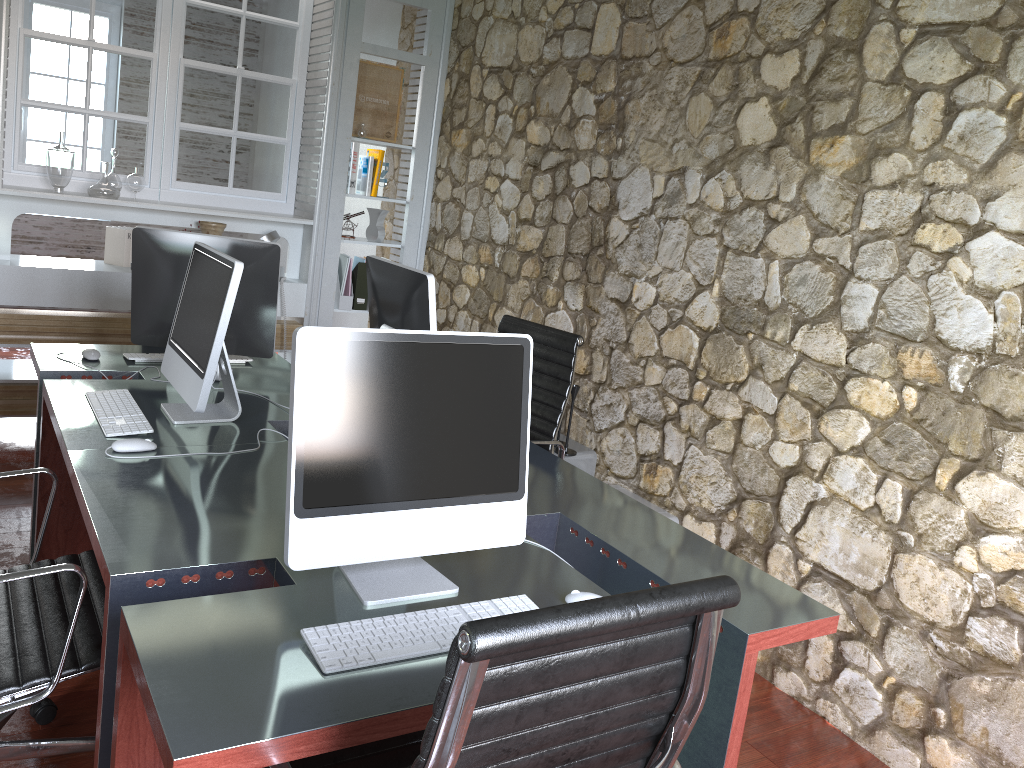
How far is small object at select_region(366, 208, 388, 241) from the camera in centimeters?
507cm

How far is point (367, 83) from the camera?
4.9 meters

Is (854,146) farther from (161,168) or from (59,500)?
(161,168)

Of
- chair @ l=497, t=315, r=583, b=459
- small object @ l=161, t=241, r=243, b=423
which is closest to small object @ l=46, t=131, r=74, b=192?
small object @ l=161, t=241, r=243, b=423

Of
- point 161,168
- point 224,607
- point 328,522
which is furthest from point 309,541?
point 161,168

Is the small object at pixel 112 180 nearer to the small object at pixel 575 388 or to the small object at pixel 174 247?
the small object at pixel 174 247

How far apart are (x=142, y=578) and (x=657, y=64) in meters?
2.8 m

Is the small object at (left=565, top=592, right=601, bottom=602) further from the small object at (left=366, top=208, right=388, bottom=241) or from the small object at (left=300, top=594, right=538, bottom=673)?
the small object at (left=366, top=208, right=388, bottom=241)

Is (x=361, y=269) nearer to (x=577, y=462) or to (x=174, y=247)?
(x=577, y=462)

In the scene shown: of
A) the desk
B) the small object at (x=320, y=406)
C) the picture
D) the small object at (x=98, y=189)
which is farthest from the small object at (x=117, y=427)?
the picture
